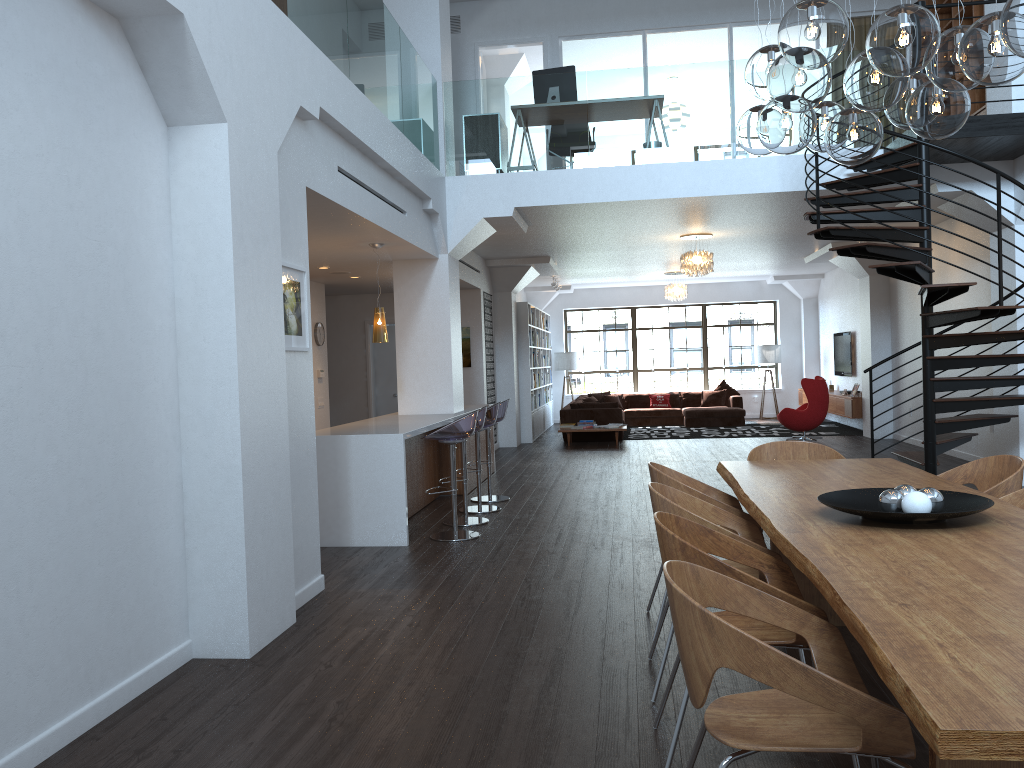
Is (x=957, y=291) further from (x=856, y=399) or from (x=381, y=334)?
(x=856, y=399)

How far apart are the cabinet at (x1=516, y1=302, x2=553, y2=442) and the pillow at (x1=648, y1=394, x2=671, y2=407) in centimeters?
217cm

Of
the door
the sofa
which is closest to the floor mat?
the sofa

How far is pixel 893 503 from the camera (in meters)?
3.20

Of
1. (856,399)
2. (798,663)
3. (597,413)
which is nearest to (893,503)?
(798,663)

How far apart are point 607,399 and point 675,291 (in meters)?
2.93

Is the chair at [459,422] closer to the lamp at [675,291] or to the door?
the door

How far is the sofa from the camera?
15.05m

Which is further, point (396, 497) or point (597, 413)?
point (597, 413)

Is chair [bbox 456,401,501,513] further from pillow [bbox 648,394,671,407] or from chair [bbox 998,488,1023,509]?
pillow [bbox 648,394,671,407]
